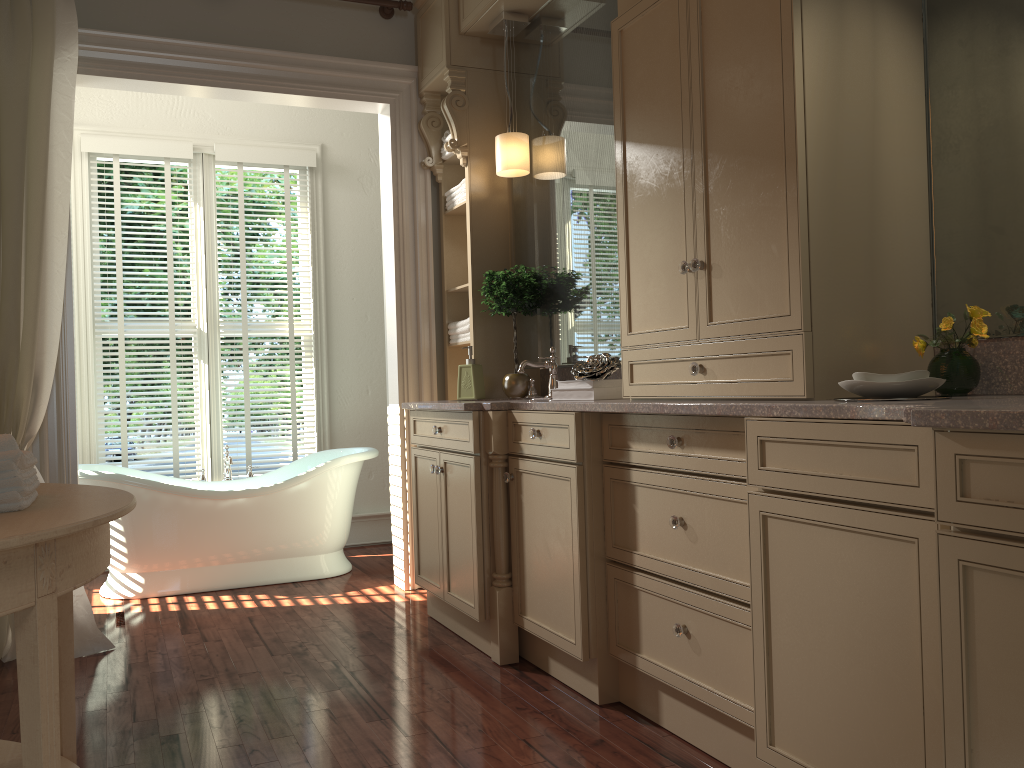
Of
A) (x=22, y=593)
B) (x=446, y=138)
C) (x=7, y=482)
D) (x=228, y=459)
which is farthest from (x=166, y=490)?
(x=22, y=593)

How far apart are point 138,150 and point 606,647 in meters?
3.8

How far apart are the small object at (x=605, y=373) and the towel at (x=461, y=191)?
1.4m

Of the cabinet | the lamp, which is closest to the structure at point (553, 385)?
the cabinet

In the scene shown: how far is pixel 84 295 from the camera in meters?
4.8 m

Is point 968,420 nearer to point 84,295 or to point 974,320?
point 974,320

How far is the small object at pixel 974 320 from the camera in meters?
2.0 m

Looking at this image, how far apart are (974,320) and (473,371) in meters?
2.2

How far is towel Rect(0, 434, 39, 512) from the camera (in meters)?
1.50

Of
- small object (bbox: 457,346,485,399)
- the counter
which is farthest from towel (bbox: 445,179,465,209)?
the counter
